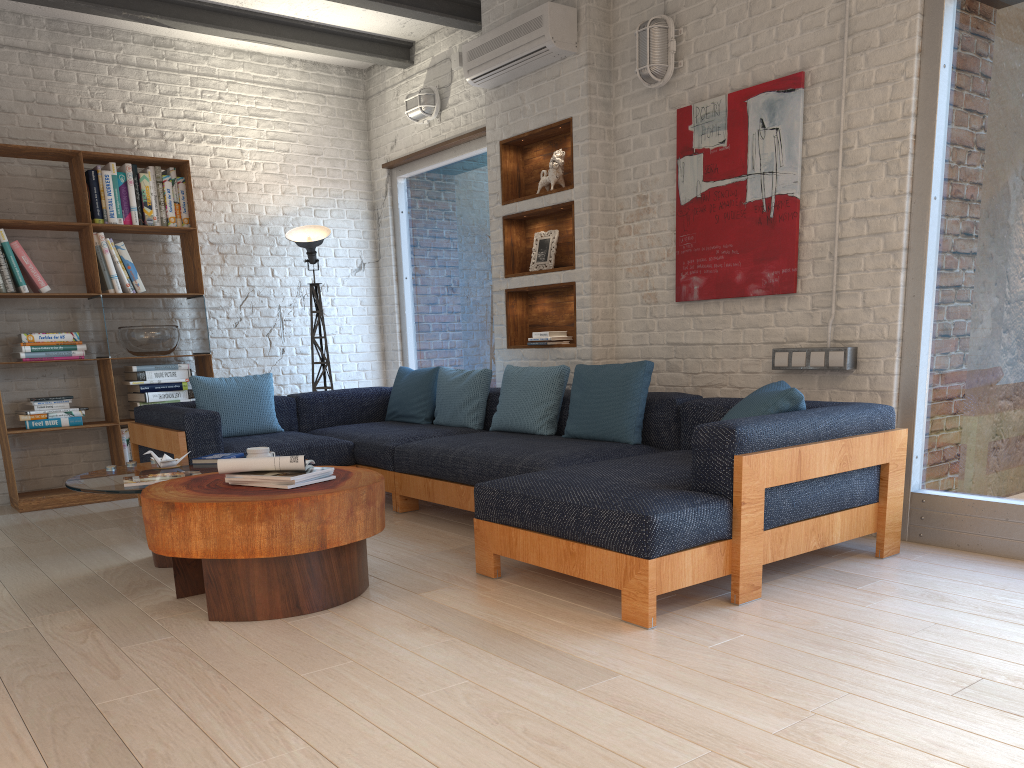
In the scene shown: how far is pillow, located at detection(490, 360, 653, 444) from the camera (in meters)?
4.36

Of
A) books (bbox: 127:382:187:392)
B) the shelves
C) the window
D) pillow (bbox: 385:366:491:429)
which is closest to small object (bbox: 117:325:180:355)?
books (bbox: 127:382:187:392)

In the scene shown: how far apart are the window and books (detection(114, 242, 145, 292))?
2.1m

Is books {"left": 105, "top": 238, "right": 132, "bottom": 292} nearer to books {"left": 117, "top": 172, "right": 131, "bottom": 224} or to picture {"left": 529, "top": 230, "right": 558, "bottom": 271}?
books {"left": 117, "top": 172, "right": 131, "bottom": 224}

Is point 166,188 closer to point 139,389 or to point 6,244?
point 6,244

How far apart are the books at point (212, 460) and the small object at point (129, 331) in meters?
2.0 m

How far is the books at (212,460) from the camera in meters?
4.3

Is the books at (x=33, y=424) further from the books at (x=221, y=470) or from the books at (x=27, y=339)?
the books at (x=221, y=470)

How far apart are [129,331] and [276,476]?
3.3m

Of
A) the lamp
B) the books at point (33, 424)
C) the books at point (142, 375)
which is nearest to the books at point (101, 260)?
the books at point (142, 375)
